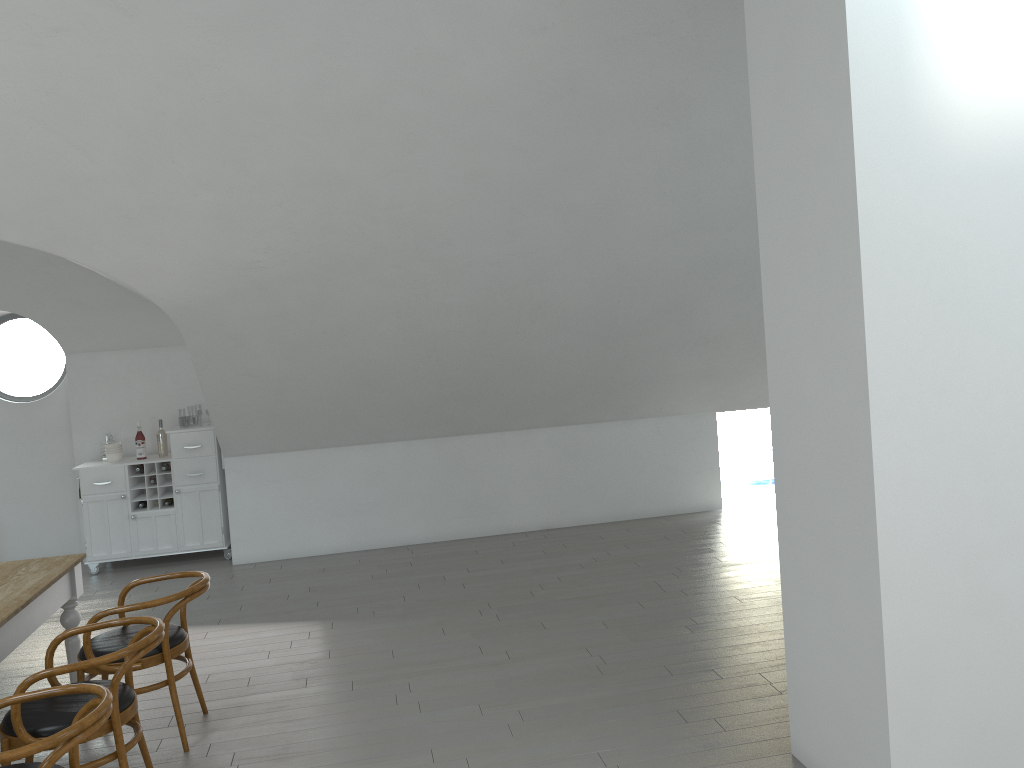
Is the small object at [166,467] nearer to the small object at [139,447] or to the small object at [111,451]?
the small object at [139,447]

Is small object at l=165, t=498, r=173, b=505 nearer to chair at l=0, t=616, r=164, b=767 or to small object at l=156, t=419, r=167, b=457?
small object at l=156, t=419, r=167, b=457

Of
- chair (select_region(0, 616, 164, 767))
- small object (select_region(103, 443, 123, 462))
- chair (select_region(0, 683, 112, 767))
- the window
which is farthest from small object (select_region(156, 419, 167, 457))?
chair (select_region(0, 683, 112, 767))

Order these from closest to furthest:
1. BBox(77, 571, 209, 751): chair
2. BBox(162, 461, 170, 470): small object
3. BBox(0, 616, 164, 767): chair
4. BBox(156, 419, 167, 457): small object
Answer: BBox(0, 616, 164, 767): chair
BBox(77, 571, 209, 751): chair
BBox(162, 461, 170, 470): small object
BBox(156, 419, 167, 457): small object

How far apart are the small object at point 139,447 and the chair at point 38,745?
5.0m

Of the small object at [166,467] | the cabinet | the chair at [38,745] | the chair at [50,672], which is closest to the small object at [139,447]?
the cabinet

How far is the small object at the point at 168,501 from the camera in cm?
761

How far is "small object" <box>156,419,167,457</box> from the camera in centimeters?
770cm

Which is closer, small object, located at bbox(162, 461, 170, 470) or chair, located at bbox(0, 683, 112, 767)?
chair, located at bbox(0, 683, 112, 767)

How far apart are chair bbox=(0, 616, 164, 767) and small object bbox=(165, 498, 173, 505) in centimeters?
407cm
